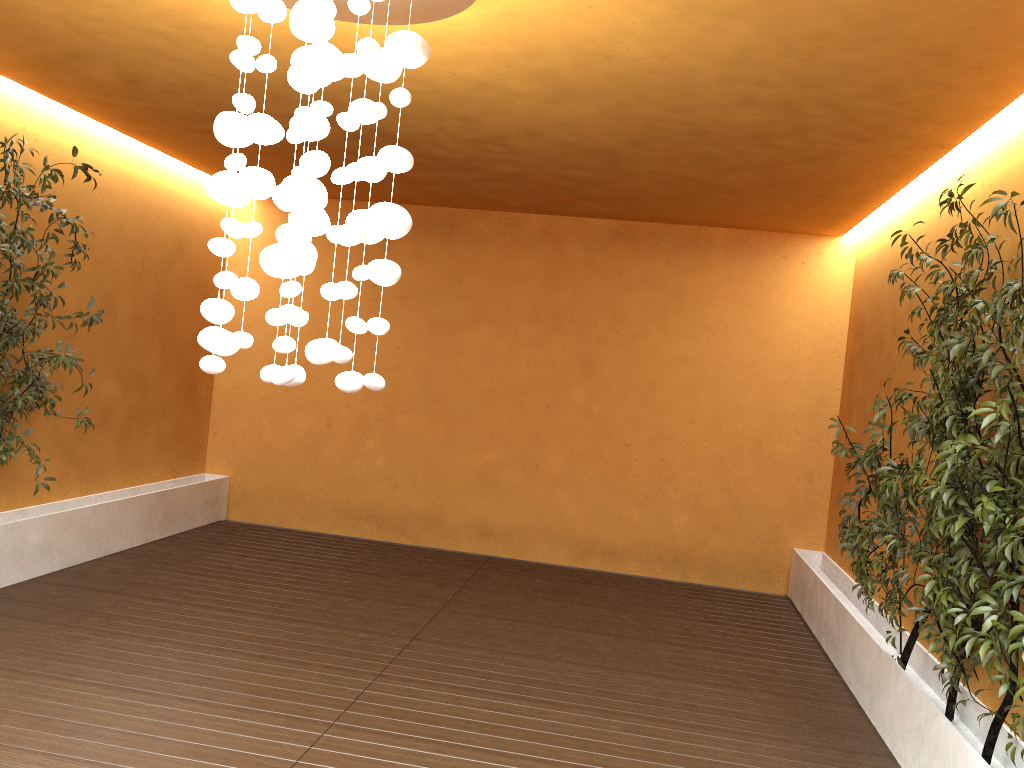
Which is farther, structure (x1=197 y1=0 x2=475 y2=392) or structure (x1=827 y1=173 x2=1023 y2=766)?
structure (x1=827 y1=173 x2=1023 y2=766)

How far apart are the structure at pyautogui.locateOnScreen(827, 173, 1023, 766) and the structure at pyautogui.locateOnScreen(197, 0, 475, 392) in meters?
1.9

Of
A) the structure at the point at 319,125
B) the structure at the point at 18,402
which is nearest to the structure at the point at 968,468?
the structure at the point at 319,125

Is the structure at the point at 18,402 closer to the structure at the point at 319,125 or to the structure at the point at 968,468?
the structure at the point at 319,125

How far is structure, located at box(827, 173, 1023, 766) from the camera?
3.0 meters

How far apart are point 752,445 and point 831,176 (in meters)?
2.67

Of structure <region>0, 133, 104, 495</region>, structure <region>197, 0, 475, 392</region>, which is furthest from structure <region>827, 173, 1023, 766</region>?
structure <region>0, 133, 104, 495</region>

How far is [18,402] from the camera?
5.1 meters

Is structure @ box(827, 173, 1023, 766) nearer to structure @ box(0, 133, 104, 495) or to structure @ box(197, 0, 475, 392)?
structure @ box(197, 0, 475, 392)

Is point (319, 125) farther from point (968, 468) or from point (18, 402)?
point (18, 402)
